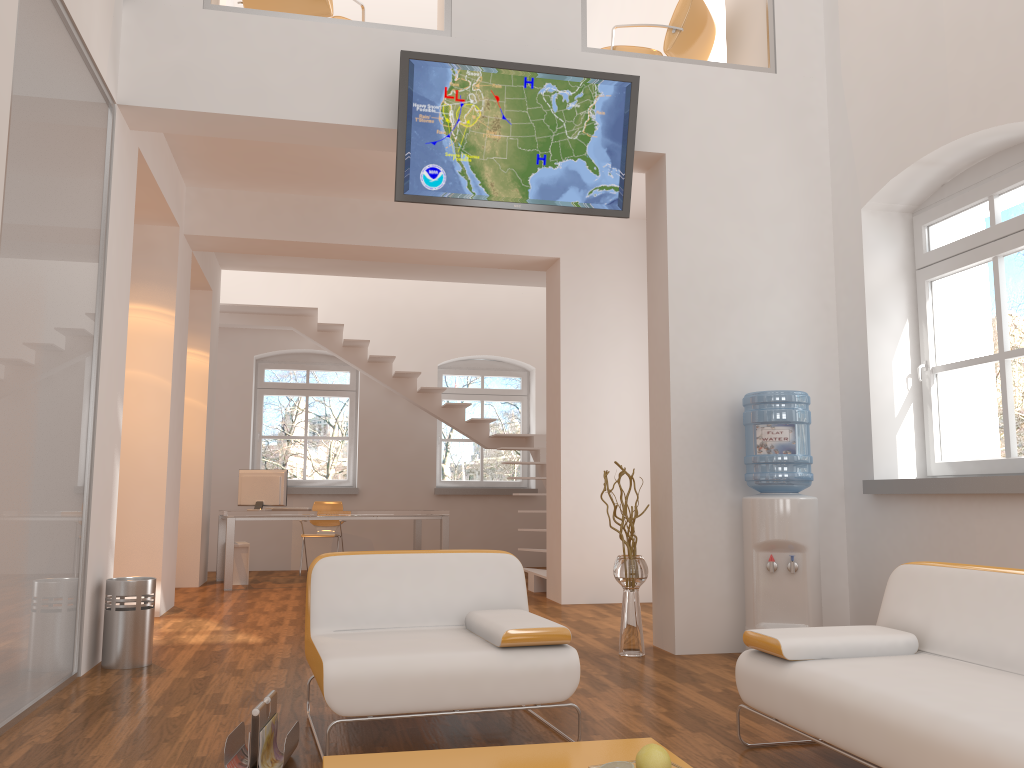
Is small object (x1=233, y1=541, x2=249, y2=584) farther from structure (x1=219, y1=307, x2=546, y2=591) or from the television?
the television

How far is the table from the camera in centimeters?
248cm

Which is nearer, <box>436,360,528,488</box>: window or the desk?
the desk

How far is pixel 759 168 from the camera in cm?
558

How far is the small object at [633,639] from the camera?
5.03m

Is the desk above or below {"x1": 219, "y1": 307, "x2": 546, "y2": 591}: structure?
below

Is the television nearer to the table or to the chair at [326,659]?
the chair at [326,659]

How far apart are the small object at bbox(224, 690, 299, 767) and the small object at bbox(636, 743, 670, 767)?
1.21m

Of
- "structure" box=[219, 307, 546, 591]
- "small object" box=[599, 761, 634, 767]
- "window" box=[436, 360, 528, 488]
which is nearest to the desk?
"structure" box=[219, 307, 546, 591]

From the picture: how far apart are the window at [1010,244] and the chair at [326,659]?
2.6 meters
